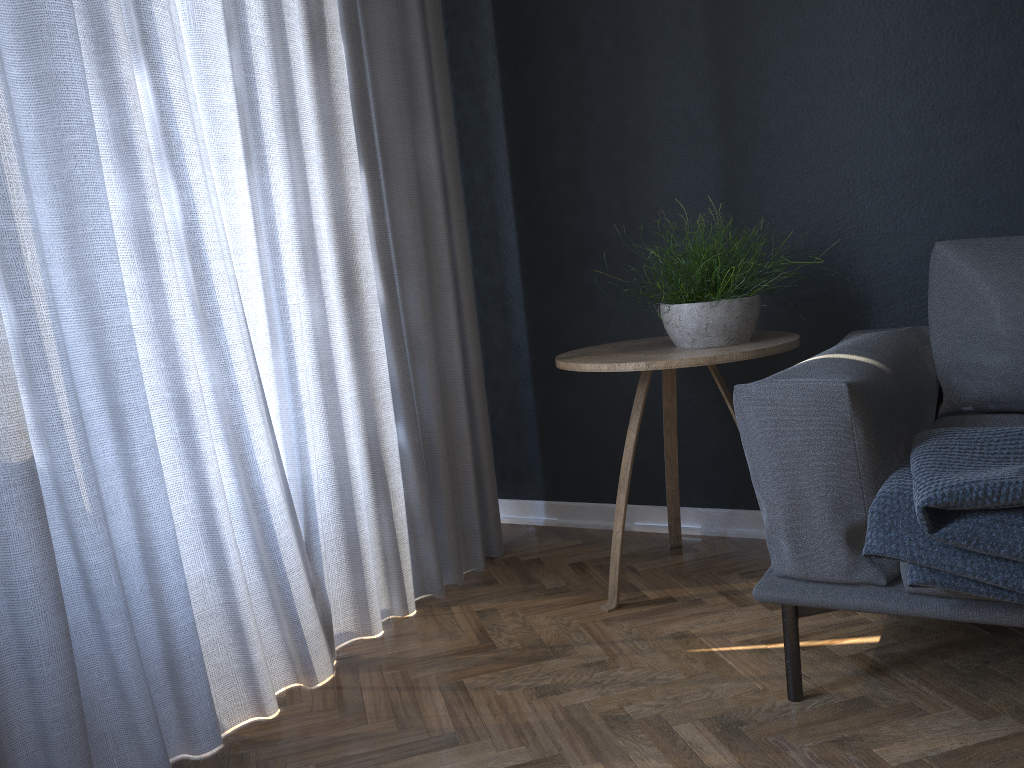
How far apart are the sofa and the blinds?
0.9m

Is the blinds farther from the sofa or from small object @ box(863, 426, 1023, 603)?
small object @ box(863, 426, 1023, 603)

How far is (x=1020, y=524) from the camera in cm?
133

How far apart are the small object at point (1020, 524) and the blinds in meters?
1.1 m

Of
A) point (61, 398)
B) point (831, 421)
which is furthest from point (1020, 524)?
point (61, 398)

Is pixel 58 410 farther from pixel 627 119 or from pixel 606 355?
pixel 627 119

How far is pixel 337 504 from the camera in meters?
2.1

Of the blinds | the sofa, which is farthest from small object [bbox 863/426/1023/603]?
the blinds

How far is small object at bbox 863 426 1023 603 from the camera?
1.3 meters

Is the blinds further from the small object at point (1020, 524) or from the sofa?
the small object at point (1020, 524)
